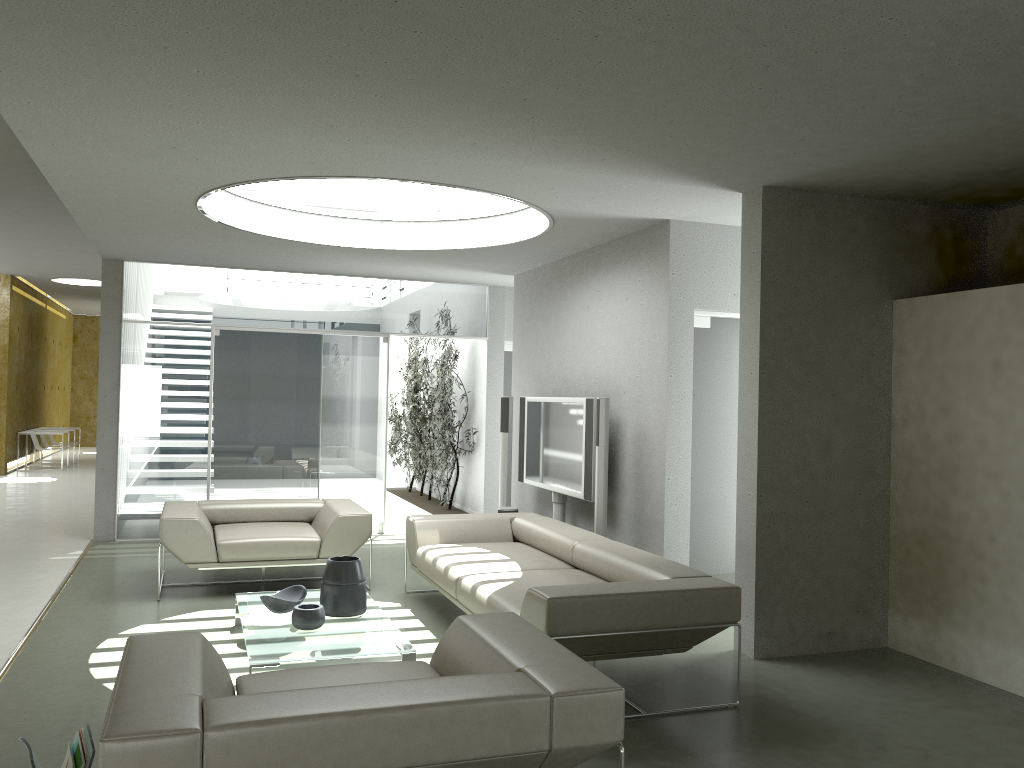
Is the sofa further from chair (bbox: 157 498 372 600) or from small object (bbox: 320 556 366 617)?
small object (bbox: 320 556 366 617)

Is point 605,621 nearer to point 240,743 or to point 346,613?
point 346,613

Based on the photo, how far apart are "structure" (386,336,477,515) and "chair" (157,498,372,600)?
2.6m

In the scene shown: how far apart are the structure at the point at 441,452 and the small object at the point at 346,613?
4.62m

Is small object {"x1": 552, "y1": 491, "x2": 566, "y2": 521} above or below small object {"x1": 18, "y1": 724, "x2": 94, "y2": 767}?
above

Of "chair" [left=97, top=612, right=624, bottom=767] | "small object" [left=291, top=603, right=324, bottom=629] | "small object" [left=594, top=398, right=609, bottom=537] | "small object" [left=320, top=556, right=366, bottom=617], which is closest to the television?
"small object" [left=594, top=398, right=609, bottom=537]

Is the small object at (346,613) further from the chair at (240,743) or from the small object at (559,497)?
the small object at (559,497)

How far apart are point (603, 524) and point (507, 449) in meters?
2.3

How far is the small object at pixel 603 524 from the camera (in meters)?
6.23

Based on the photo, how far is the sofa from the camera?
4.01m
